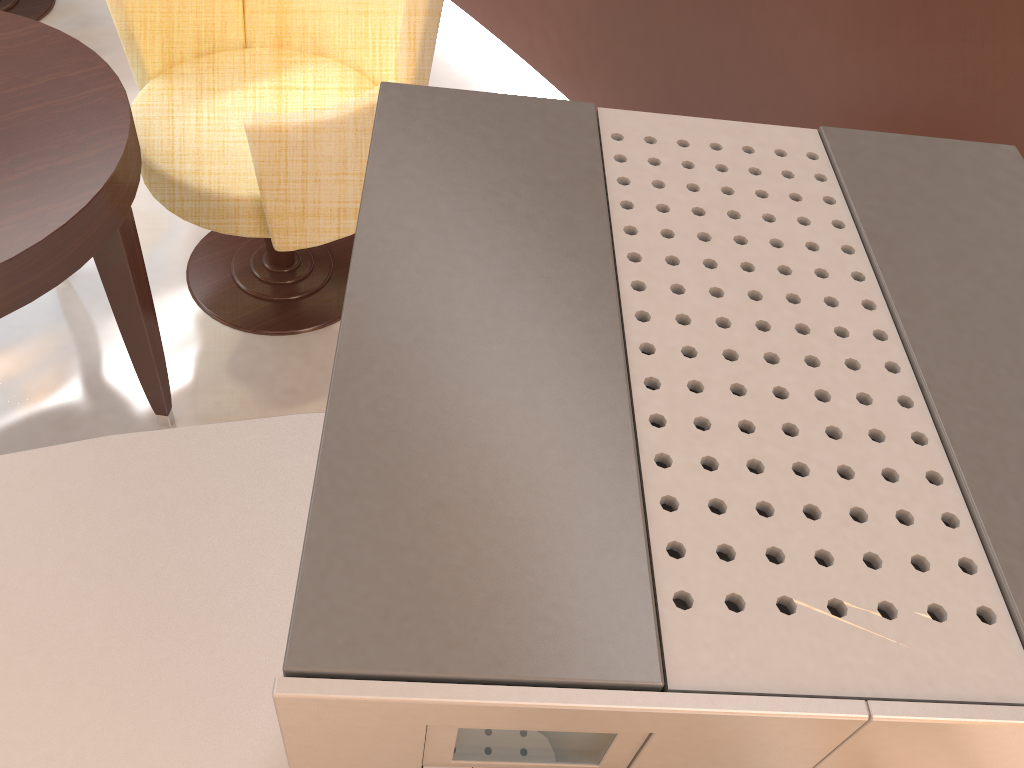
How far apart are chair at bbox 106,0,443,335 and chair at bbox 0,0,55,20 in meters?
1.3

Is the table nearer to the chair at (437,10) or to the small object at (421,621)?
the chair at (437,10)

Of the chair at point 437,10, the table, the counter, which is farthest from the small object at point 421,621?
the chair at point 437,10

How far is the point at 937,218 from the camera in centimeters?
33cm

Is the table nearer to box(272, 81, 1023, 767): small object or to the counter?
the counter

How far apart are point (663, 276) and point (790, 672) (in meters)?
0.14

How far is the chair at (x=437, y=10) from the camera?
1.7 meters

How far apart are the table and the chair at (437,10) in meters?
0.2

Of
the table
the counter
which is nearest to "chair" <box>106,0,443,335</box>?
the table

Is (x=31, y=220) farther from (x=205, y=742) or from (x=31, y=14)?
(x=31, y=14)
